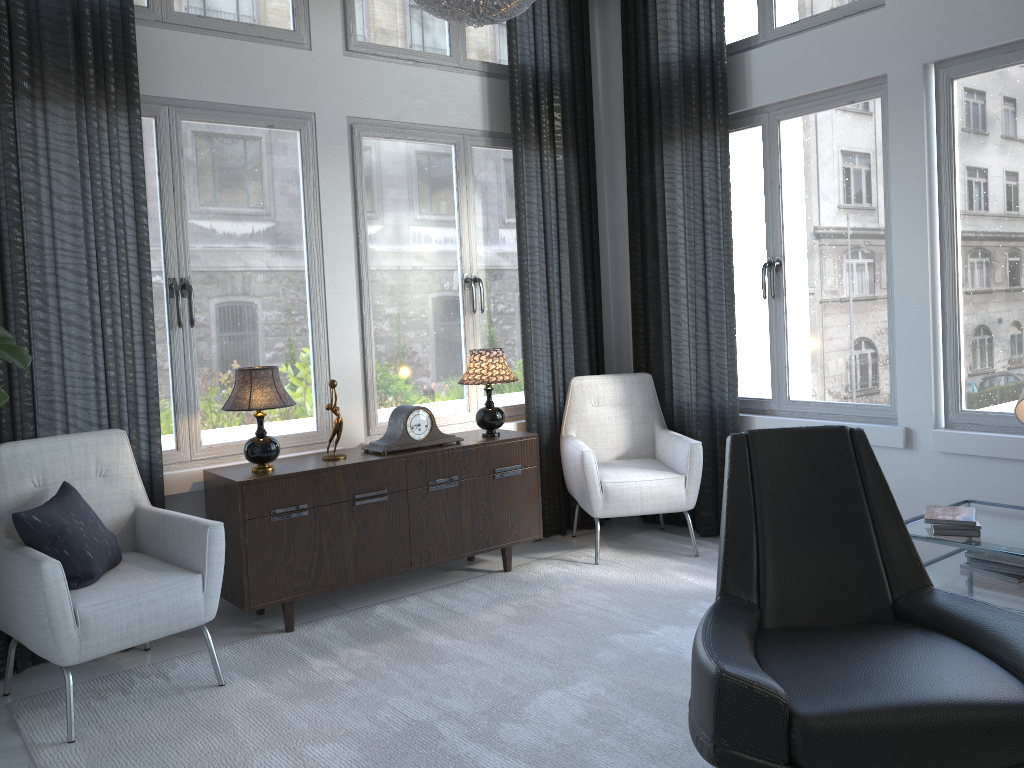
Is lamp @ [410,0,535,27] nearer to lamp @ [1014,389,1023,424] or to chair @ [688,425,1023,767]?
chair @ [688,425,1023,767]

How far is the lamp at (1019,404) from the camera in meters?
2.8 m

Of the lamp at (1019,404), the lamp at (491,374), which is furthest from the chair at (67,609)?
the lamp at (1019,404)

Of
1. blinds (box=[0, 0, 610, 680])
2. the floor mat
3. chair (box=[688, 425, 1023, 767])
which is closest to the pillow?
blinds (box=[0, 0, 610, 680])

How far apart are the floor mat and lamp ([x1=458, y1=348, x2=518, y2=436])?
0.63m

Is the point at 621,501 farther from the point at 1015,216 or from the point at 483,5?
the point at 483,5

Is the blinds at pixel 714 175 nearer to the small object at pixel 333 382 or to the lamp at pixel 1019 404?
the lamp at pixel 1019 404

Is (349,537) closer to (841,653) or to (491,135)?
(841,653)

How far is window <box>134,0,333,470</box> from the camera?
3.5 meters

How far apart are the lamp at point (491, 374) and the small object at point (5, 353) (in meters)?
1.81
